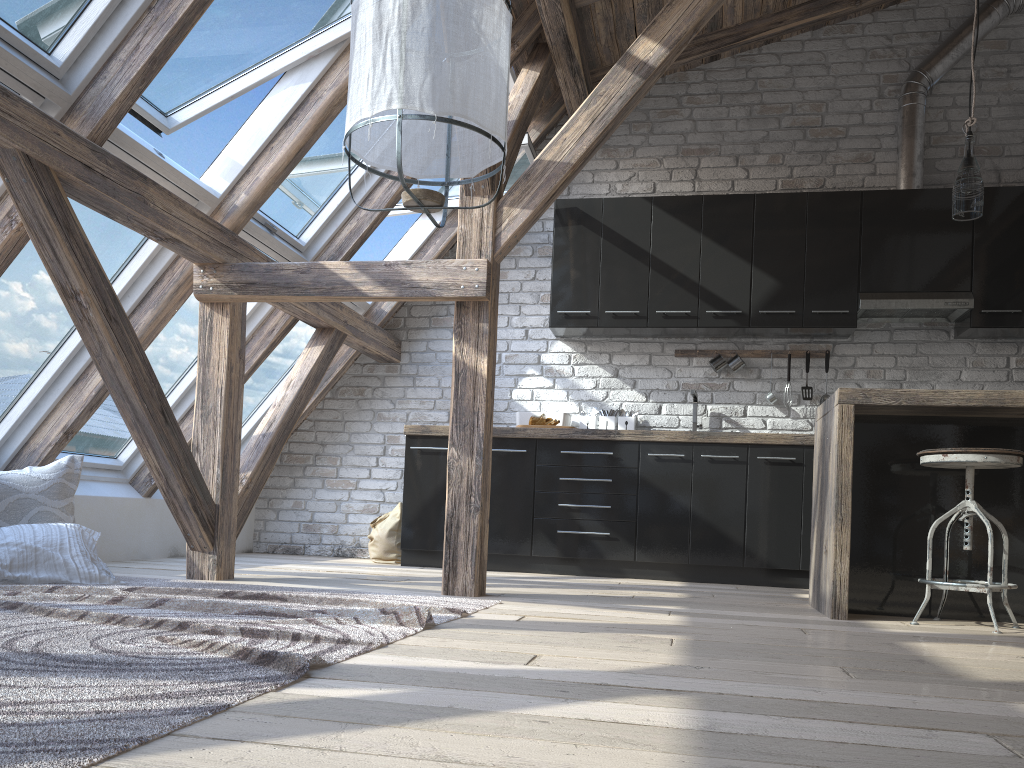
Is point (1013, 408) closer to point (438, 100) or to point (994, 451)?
point (994, 451)

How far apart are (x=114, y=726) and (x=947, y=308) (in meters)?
4.93

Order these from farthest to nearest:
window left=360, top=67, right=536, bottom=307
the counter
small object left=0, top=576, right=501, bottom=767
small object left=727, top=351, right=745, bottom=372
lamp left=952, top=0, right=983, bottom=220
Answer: small object left=727, top=351, right=745, bottom=372
window left=360, top=67, right=536, bottom=307
lamp left=952, top=0, right=983, bottom=220
the counter
small object left=0, top=576, right=501, bottom=767

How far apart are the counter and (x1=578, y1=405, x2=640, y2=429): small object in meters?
0.5

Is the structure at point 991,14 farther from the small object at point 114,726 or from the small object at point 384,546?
the small object at point 114,726

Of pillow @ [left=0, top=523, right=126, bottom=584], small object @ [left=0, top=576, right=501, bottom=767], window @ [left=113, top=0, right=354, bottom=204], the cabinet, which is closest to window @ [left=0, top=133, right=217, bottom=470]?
window @ [left=113, top=0, right=354, bottom=204]

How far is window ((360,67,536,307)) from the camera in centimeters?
495cm

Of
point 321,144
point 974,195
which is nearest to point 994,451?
point 974,195

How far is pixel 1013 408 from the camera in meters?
3.2 m

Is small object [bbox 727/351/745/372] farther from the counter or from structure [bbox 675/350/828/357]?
the counter
